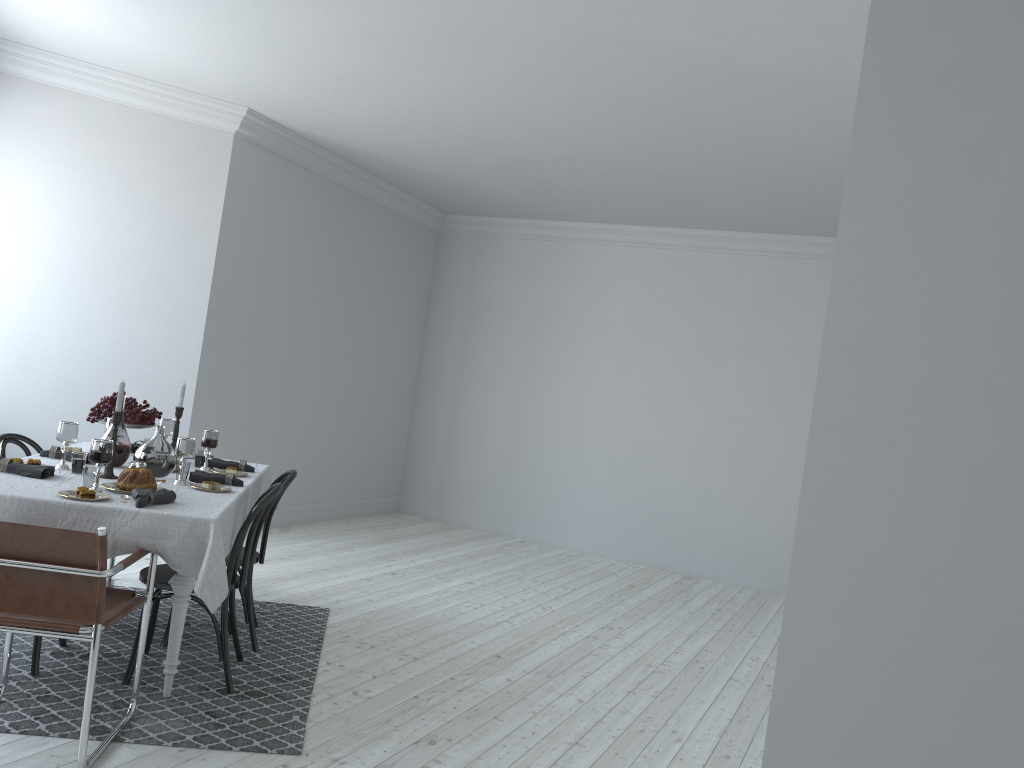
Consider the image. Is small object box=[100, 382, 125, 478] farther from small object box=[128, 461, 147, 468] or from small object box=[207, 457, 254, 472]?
small object box=[207, 457, 254, 472]

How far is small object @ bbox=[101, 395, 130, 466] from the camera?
4.29m

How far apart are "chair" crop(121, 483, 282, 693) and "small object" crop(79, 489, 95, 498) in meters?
0.6 m

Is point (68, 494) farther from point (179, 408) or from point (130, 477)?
point (179, 408)

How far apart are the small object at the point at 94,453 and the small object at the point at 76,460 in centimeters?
49cm

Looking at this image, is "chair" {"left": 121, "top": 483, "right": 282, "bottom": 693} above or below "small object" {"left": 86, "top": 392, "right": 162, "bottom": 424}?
below

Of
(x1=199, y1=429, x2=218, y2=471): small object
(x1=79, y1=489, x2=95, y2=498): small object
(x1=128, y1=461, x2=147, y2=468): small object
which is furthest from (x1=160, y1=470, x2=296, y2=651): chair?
(x1=79, y1=489, x2=95, y2=498): small object

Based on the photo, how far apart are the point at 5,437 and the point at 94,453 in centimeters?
132cm

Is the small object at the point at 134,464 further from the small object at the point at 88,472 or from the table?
the small object at the point at 88,472

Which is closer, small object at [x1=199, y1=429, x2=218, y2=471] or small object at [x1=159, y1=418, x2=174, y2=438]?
small object at [x1=199, y1=429, x2=218, y2=471]
